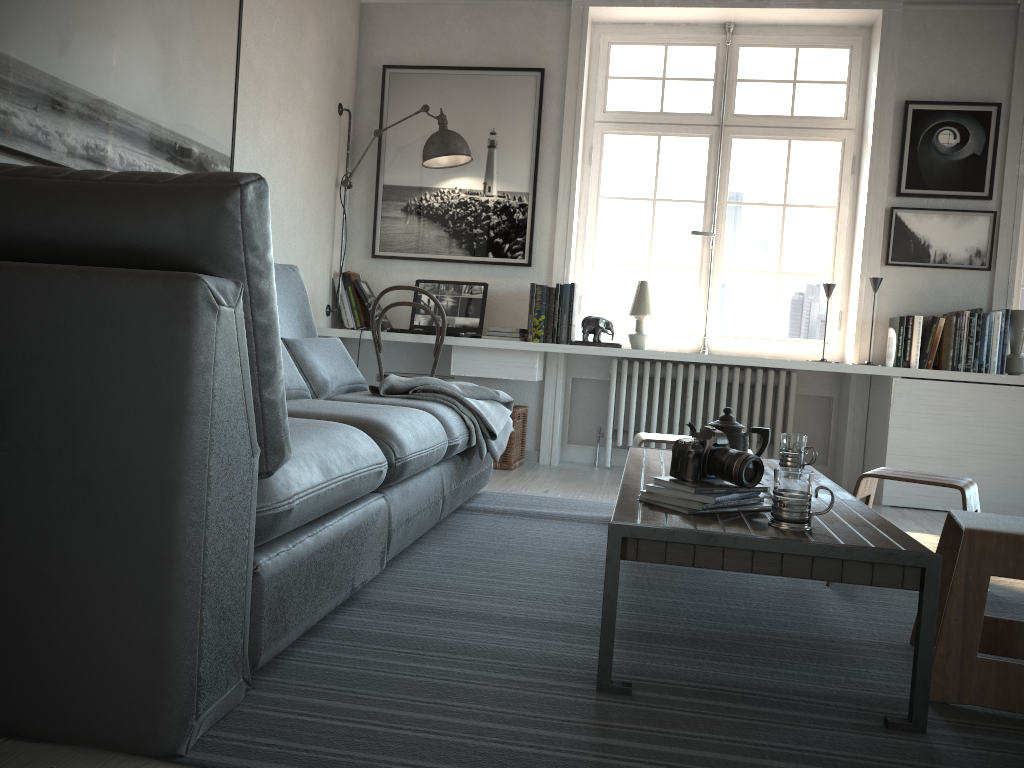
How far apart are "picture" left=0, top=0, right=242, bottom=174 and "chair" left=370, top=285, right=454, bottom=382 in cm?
120

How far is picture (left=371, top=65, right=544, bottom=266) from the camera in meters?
4.9 m

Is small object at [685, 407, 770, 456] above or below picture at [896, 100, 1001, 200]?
below

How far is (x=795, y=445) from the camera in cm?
261

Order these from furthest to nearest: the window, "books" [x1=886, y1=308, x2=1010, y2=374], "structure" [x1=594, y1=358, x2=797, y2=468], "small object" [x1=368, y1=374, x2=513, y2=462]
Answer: the window → "structure" [x1=594, y1=358, x2=797, y2=468] → "books" [x1=886, y1=308, x2=1010, y2=374] → "small object" [x1=368, y1=374, x2=513, y2=462]

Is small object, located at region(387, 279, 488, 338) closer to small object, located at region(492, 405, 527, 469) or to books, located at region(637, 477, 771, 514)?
small object, located at region(492, 405, 527, 469)

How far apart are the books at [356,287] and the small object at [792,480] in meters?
3.4

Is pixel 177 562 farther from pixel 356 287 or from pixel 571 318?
pixel 356 287

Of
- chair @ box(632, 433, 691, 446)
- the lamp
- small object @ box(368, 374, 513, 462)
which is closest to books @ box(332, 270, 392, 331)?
the lamp

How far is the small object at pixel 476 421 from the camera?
3.2 meters
